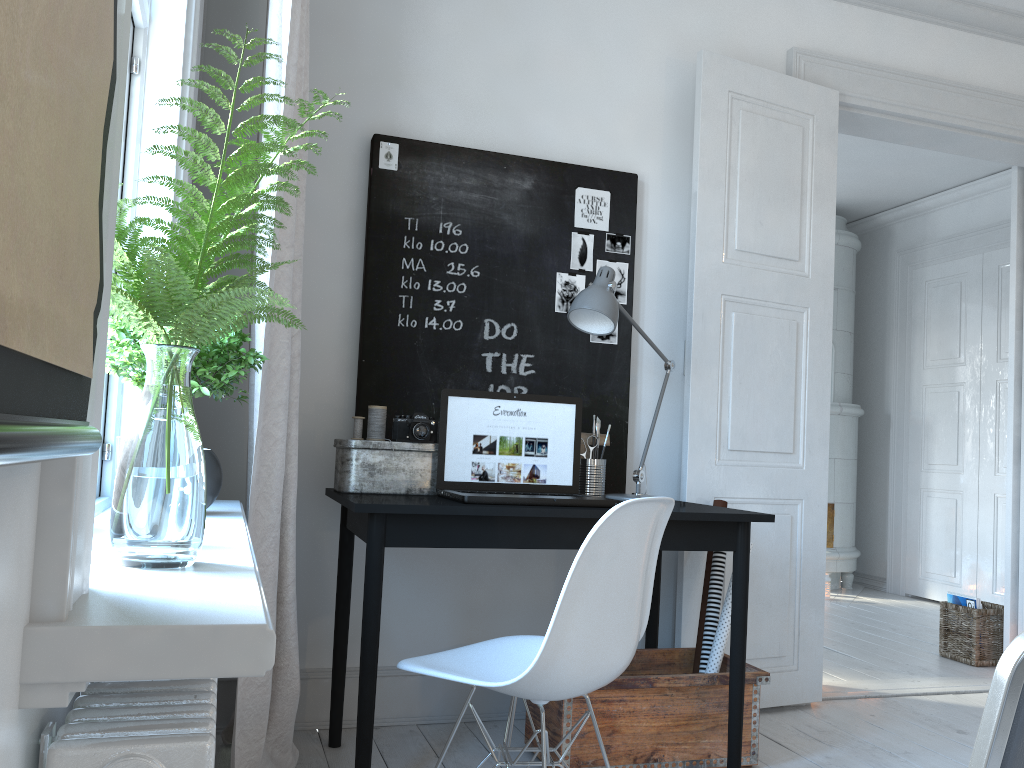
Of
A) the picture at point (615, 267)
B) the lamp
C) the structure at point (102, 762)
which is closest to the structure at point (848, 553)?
the lamp

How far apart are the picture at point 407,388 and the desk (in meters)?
0.31

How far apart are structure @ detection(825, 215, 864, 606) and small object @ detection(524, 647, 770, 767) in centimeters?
333cm

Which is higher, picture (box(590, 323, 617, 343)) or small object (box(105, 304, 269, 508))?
picture (box(590, 323, 617, 343))

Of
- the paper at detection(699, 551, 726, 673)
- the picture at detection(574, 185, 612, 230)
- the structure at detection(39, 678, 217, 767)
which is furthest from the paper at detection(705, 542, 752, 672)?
the structure at detection(39, 678, 217, 767)

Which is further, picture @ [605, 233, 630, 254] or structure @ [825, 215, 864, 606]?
structure @ [825, 215, 864, 606]

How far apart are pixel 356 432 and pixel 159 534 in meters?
1.7 m

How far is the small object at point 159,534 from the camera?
0.98m

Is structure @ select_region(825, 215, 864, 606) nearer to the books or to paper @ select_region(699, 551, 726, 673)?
the books

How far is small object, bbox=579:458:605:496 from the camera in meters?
2.8 m
